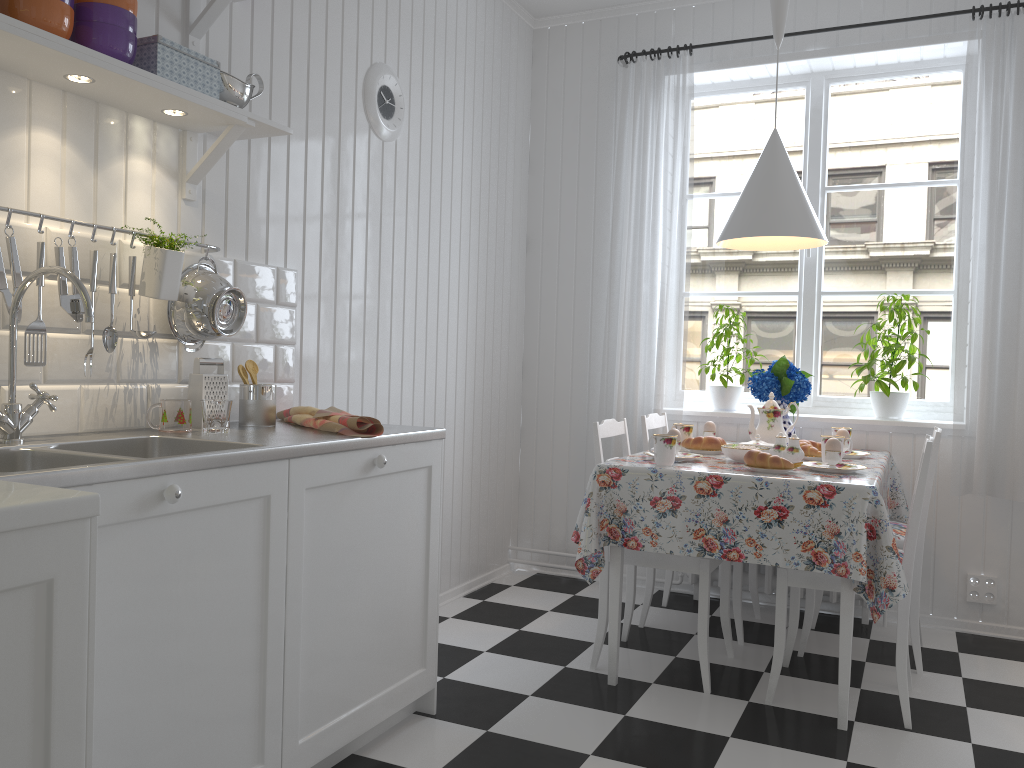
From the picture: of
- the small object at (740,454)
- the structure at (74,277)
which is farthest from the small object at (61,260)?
the small object at (740,454)

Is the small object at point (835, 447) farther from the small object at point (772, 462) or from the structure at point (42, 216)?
the structure at point (42, 216)

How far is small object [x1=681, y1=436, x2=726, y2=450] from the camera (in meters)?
3.22

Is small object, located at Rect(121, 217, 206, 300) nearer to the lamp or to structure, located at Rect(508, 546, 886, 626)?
the lamp

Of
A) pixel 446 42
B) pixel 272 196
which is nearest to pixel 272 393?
pixel 272 196

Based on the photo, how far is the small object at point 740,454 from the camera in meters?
2.9 m

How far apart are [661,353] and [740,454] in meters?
1.0 m

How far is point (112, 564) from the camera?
1.5m

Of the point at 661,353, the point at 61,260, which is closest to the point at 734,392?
the point at 661,353

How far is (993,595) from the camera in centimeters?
352cm
